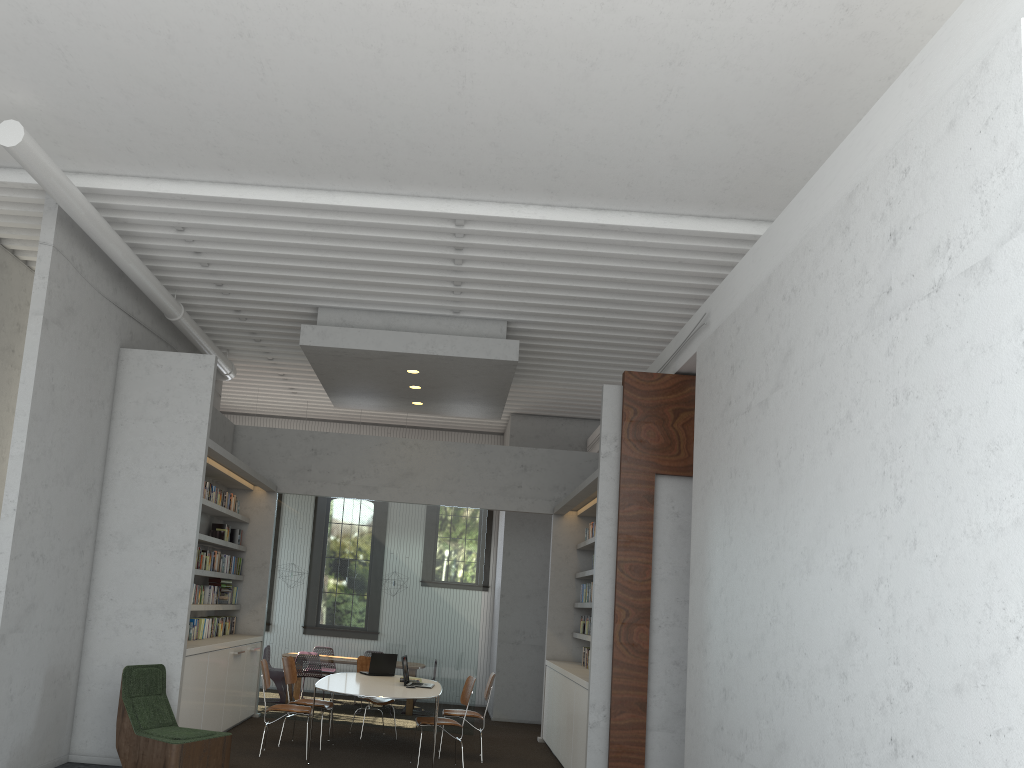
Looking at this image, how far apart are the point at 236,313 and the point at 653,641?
5.5 meters
